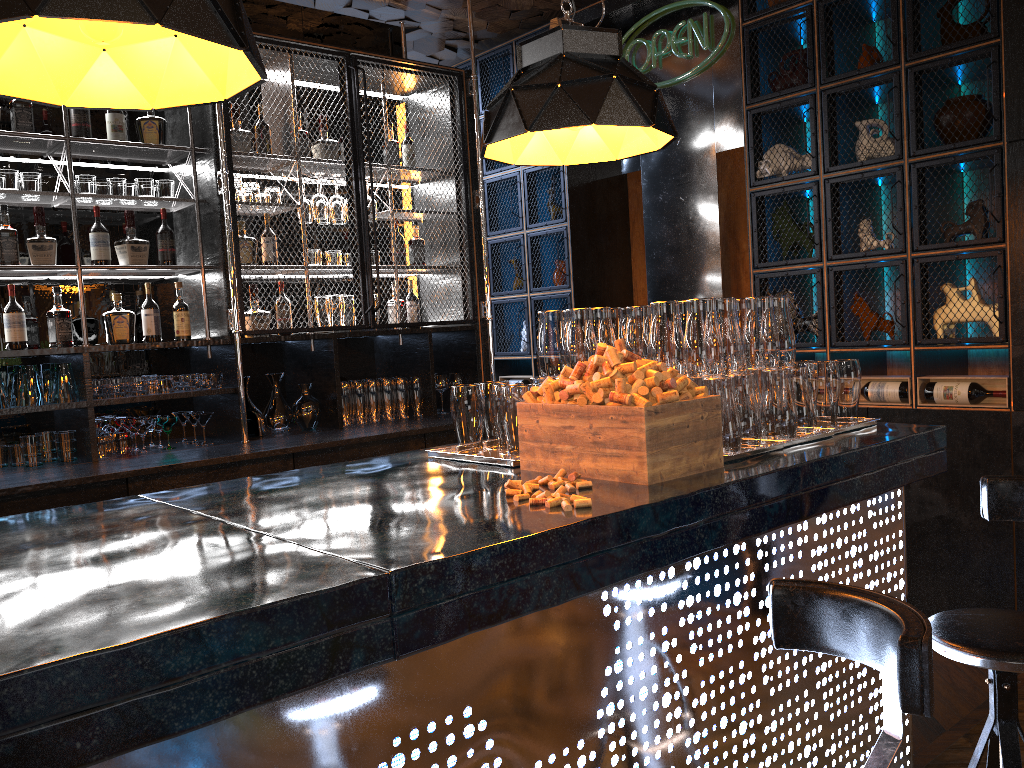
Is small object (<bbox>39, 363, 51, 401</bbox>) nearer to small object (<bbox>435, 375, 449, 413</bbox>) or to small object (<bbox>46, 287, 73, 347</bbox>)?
small object (<bbox>46, 287, 73, 347</bbox>)

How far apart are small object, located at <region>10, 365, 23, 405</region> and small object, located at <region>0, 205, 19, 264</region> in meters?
0.5 m

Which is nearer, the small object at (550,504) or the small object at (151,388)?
the small object at (550,504)

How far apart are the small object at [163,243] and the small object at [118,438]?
0.85m

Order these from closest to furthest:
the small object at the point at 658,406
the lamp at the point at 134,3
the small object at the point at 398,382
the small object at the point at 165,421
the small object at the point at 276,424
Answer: the lamp at the point at 134,3
the small object at the point at 658,406
the small object at the point at 165,421
the small object at the point at 276,424
the small object at the point at 398,382

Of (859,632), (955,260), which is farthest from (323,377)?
(859,632)

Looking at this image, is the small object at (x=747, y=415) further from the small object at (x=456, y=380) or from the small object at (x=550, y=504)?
the small object at (x=456, y=380)

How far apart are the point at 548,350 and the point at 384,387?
2.36m

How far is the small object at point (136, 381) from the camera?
4.1m

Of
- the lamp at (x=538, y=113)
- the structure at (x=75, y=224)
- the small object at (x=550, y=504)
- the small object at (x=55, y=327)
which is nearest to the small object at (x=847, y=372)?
the lamp at (x=538, y=113)
